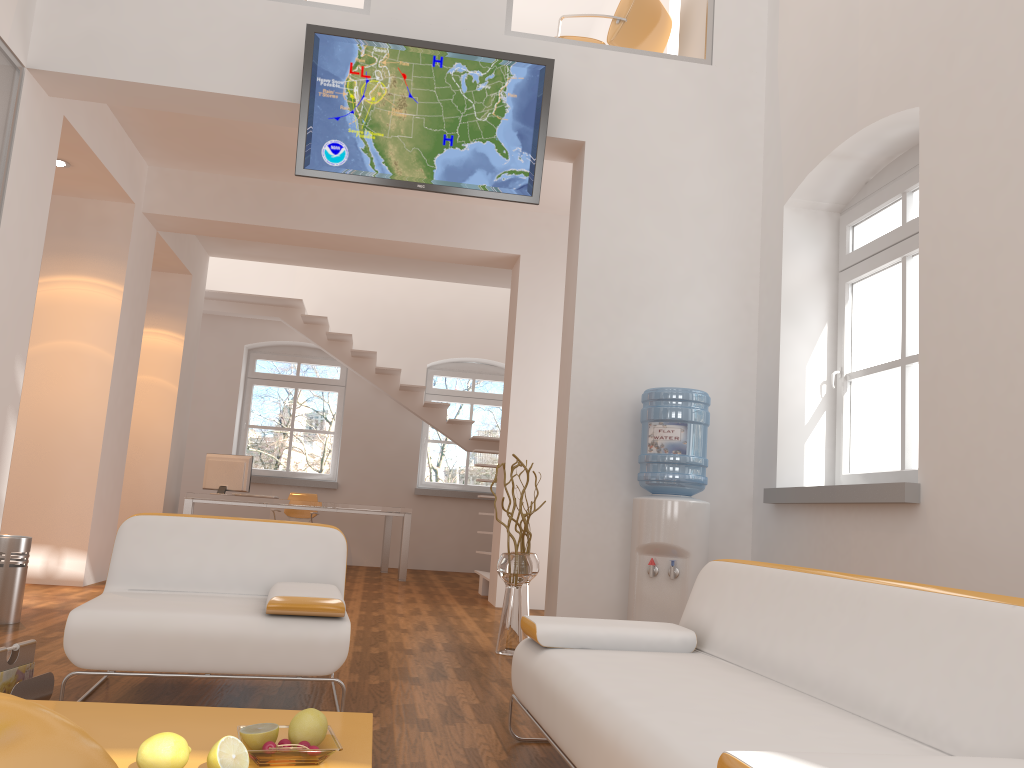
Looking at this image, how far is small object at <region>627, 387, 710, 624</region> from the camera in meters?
4.6 m

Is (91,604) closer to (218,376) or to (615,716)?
(615,716)

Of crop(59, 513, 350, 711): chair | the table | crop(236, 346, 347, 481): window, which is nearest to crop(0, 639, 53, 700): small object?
crop(59, 513, 350, 711): chair

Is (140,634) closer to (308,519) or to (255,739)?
(255,739)

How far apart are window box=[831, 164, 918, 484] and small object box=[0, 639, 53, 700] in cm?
368

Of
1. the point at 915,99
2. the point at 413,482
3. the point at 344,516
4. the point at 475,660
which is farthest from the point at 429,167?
the point at 344,516

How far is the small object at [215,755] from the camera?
1.9 meters

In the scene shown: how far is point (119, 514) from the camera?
8.8 meters

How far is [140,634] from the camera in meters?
2.9

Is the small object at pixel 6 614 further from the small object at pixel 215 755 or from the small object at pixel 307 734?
the small object at pixel 215 755
